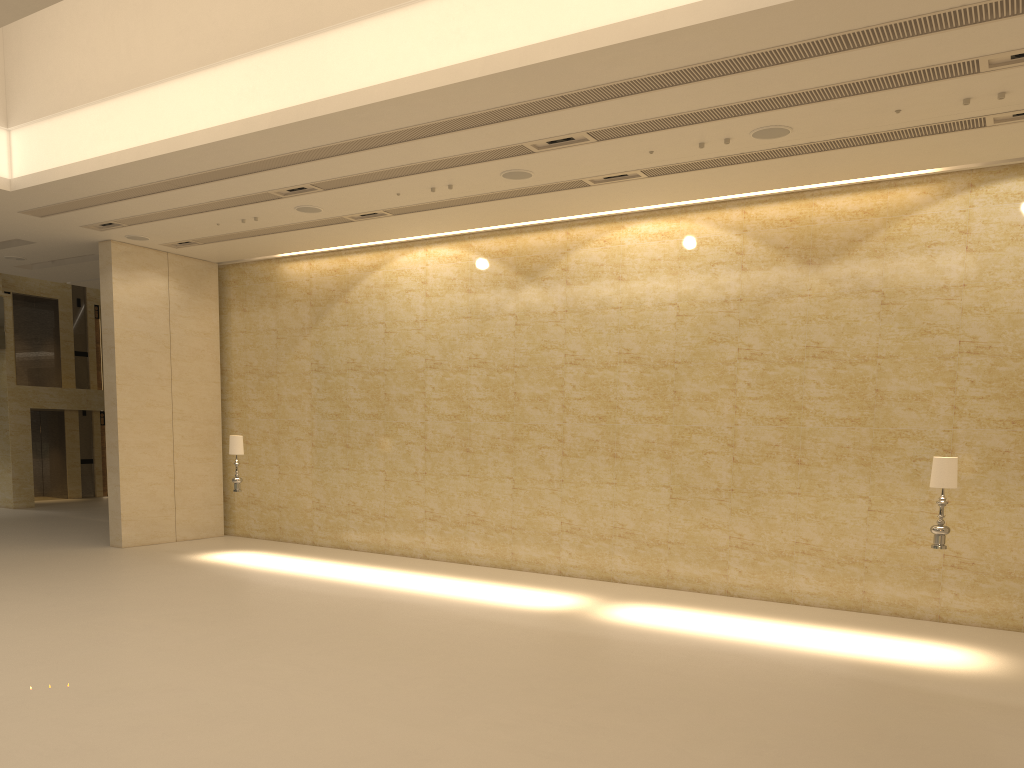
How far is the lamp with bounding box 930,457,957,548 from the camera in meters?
10.0

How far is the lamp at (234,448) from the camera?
15.5m

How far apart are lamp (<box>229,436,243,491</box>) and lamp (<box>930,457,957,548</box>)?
11.15m

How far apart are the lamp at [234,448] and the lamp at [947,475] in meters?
11.2

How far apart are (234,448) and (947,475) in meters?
11.4 m

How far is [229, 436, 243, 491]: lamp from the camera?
15.5 meters

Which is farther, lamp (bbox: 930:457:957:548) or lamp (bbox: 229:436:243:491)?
lamp (bbox: 229:436:243:491)
